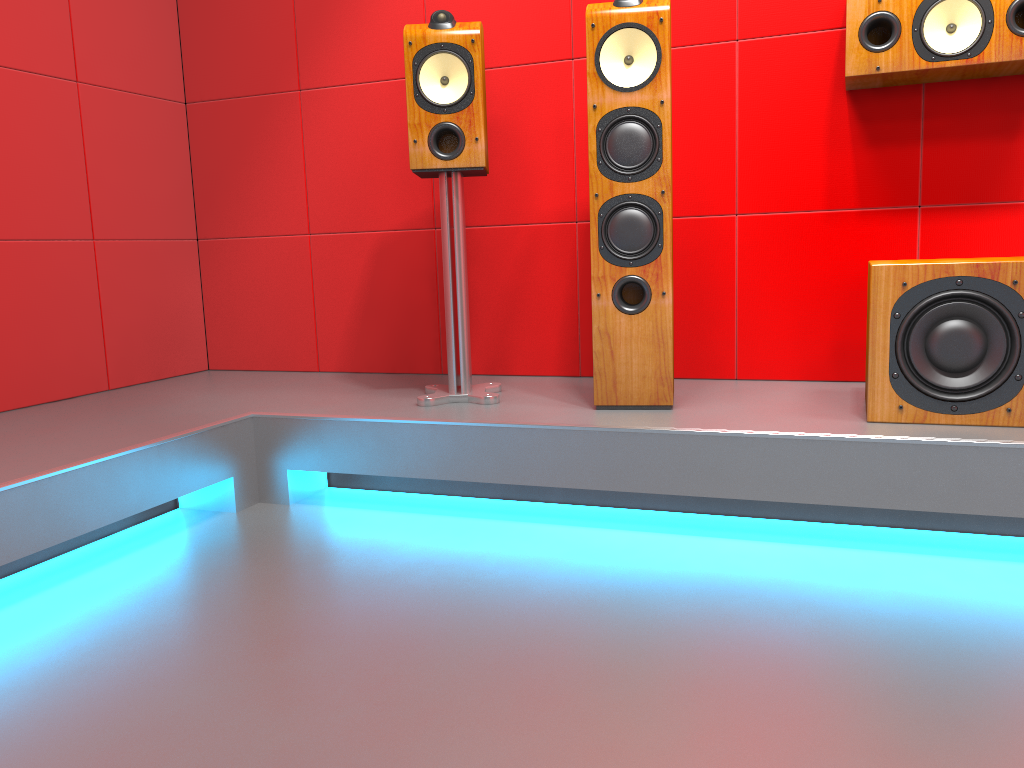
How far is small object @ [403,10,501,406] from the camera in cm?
233

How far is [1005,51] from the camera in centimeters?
215cm

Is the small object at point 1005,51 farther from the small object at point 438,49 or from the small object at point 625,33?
the small object at point 438,49

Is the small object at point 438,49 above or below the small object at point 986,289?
above

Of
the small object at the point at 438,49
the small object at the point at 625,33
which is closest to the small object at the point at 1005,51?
the small object at the point at 625,33

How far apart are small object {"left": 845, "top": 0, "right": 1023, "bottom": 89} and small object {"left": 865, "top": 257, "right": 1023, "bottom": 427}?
0.5m

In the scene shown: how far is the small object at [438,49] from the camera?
2.3 meters

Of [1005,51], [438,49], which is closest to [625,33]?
[438,49]

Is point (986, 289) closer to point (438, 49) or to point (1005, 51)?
point (1005, 51)

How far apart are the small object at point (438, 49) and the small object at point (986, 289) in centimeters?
96cm
